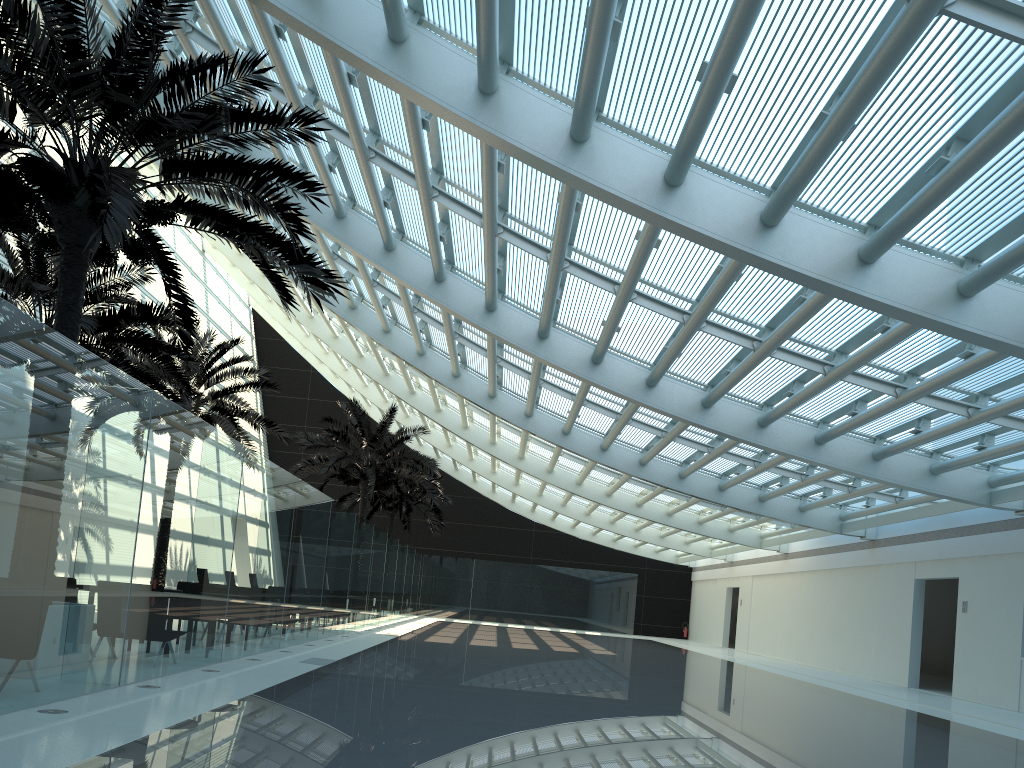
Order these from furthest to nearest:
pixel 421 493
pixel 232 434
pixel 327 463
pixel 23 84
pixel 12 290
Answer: pixel 421 493
pixel 327 463
pixel 232 434
pixel 12 290
pixel 23 84

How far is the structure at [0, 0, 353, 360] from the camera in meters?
7.5

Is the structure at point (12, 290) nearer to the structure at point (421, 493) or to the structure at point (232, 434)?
the structure at point (232, 434)

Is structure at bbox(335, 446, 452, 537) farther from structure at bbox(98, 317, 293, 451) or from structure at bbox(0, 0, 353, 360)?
structure at bbox(0, 0, 353, 360)

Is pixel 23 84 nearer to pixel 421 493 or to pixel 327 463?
pixel 327 463

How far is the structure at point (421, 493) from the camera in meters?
34.2

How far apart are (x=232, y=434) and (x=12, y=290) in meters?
6.8

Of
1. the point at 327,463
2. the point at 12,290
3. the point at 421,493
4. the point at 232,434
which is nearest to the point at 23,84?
the point at 12,290

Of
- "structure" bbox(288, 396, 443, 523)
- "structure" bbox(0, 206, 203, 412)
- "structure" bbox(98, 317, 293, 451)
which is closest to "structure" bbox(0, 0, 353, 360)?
"structure" bbox(0, 206, 203, 412)

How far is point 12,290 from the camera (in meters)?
13.28
